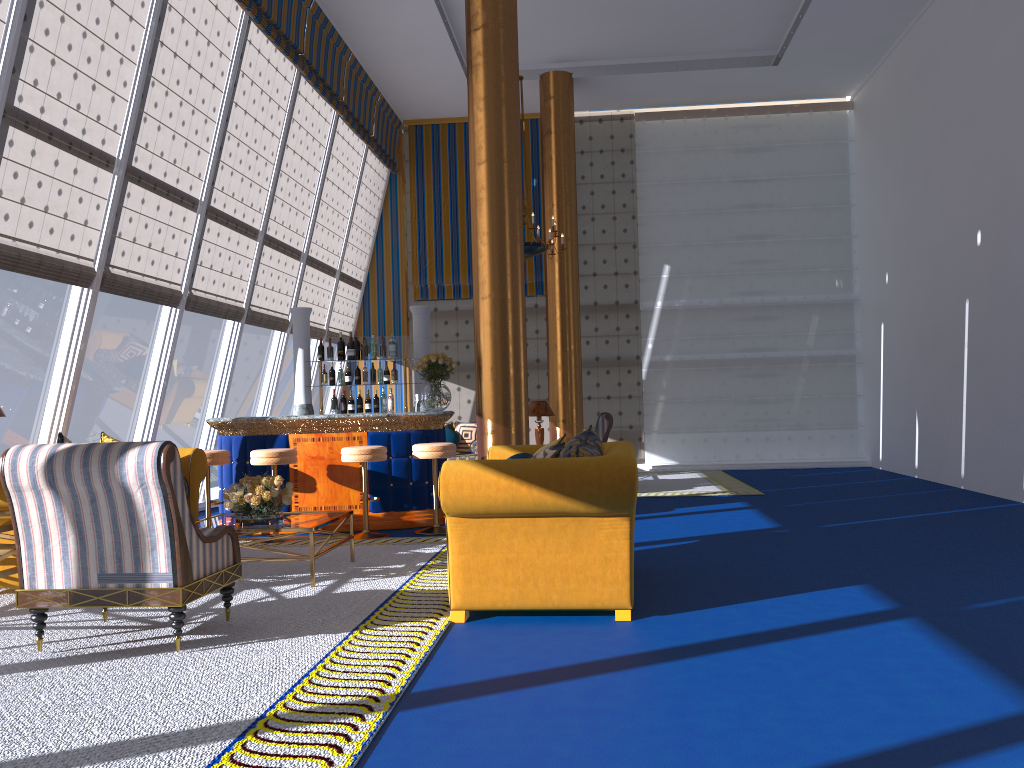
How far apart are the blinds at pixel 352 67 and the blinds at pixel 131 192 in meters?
3.1 m

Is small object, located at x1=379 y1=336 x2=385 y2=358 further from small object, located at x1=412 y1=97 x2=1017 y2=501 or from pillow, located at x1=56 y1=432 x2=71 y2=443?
pillow, located at x1=56 y1=432 x2=71 y2=443

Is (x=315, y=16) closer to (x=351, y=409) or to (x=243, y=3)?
(x=243, y=3)

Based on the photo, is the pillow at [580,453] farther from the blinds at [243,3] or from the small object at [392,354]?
the blinds at [243,3]

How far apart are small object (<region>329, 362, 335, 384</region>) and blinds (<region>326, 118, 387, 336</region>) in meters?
4.4

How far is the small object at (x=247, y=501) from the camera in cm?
568

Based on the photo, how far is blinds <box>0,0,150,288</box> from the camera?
6.14m

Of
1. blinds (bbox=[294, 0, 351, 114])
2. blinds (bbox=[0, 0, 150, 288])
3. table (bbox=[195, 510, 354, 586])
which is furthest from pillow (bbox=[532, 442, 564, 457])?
blinds (bbox=[294, 0, 351, 114])

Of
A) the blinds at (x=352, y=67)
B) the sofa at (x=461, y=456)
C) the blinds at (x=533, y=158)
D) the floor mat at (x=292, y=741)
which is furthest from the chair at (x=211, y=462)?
the blinds at (x=533, y=158)

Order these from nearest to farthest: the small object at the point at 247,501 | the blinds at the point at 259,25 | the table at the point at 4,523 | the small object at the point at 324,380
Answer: the table at the point at 4,523
the small object at the point at 247,501
the blinds at the point at 259,25
the small object at the point at 324,380
